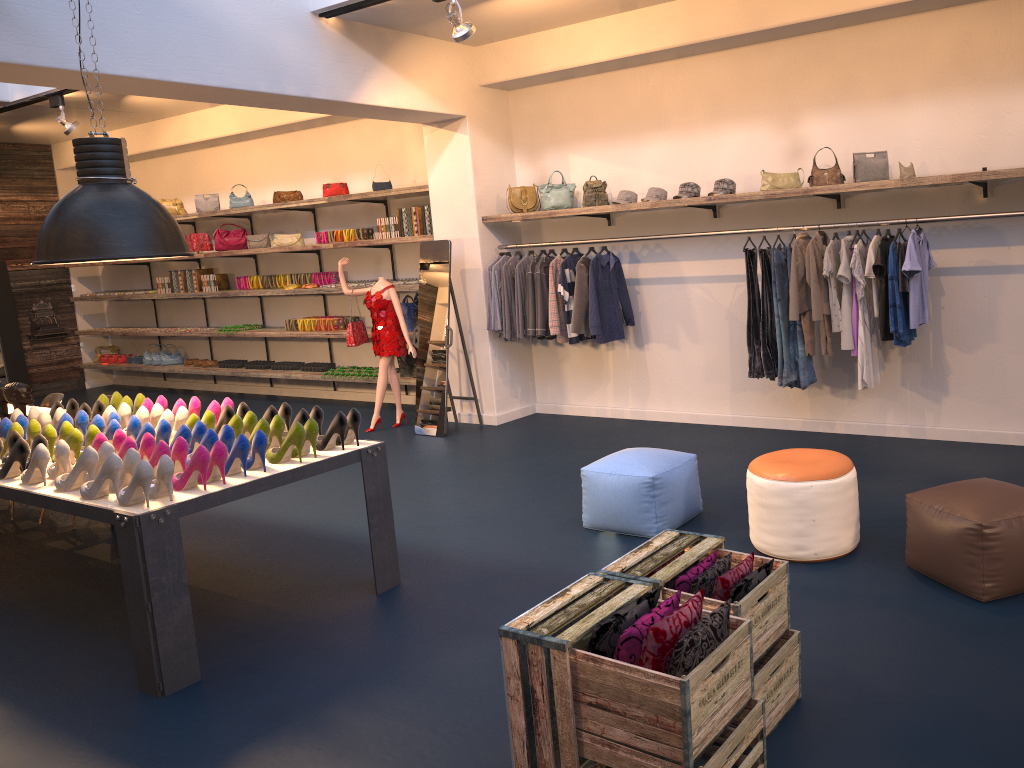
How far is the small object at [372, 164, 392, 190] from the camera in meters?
9.1 m

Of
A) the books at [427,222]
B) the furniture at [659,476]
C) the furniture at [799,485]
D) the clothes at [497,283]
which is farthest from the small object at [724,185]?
the books at [427,222]

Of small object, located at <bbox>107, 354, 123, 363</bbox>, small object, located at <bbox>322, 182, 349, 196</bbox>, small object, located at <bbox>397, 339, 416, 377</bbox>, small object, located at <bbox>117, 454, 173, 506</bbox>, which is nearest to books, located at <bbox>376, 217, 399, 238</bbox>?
small object, located at <bbox>322, 182, 349, 196</bbox>

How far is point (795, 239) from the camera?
6.8m

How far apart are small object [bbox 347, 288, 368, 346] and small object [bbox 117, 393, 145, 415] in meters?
3.1 m

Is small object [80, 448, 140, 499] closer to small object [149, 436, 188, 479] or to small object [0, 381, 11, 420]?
small object [149, 436, 188, 479]

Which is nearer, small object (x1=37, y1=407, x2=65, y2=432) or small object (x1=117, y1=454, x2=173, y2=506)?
small object (x1=117, y1=454, x2=173, y2=506)

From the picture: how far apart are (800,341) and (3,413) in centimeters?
564cm

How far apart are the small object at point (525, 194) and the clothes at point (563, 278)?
0.7m

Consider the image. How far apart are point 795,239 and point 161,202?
8.3 meters
